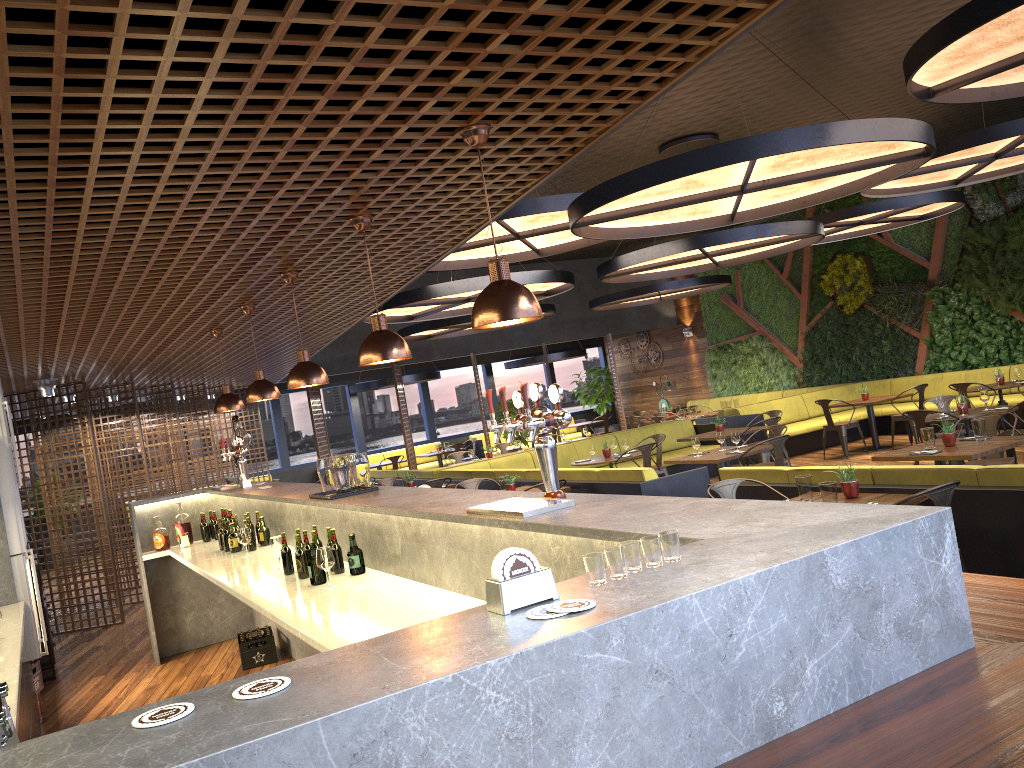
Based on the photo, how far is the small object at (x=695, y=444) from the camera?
9.69m

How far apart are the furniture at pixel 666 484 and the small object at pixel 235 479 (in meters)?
3.23

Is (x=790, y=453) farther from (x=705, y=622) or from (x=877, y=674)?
(x=705, y=622)

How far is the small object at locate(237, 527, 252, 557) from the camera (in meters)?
6.40

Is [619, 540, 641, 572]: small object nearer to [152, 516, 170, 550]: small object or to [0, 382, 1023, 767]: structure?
[0, 382, 1023, 767]: structure

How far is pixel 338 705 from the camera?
1.3m

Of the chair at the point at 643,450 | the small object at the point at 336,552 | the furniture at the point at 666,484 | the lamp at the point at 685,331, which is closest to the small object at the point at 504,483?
the furniture at the point at 666,484

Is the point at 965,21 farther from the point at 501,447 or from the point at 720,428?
the point at 501,447

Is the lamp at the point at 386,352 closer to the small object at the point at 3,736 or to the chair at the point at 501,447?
the small object at the point at 3,736

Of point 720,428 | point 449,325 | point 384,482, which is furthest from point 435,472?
point 720,428
